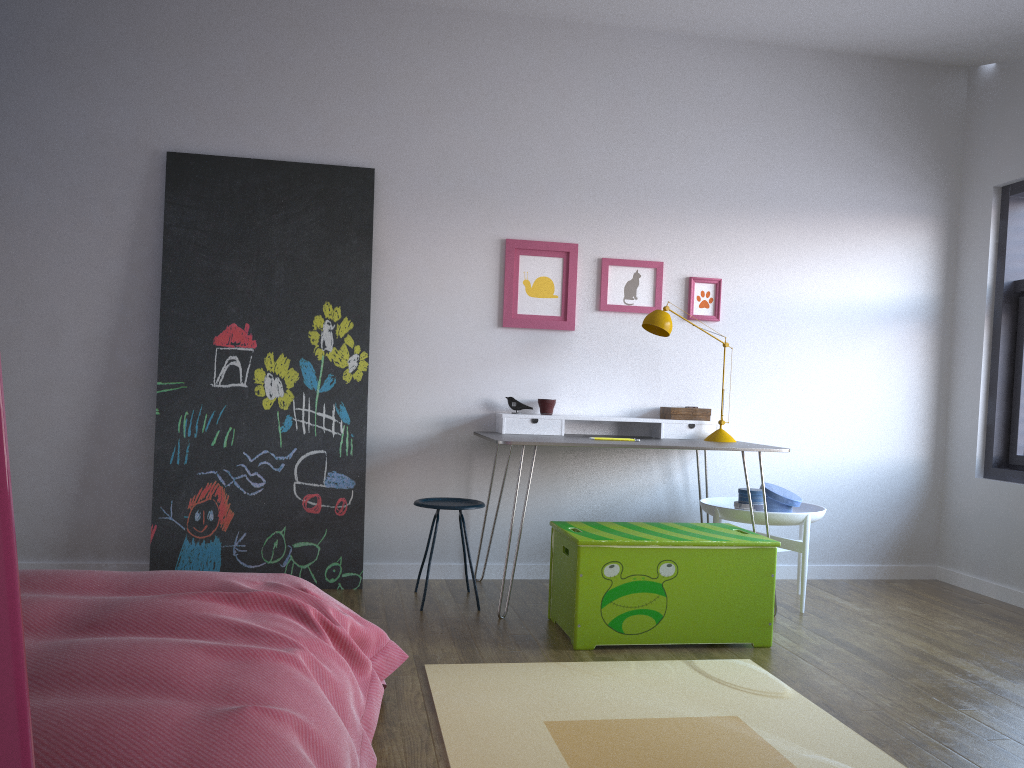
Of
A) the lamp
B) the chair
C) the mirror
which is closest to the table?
the lamp

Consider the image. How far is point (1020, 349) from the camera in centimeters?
459cm

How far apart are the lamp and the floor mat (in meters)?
1.37

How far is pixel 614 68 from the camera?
4.58m

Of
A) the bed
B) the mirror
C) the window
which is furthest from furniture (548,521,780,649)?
the mirror

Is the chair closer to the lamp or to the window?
the lamp

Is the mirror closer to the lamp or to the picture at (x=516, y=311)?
the lamp

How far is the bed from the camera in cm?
124

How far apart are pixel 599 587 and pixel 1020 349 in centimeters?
282cm

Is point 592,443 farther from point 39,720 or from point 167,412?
point 39,720
